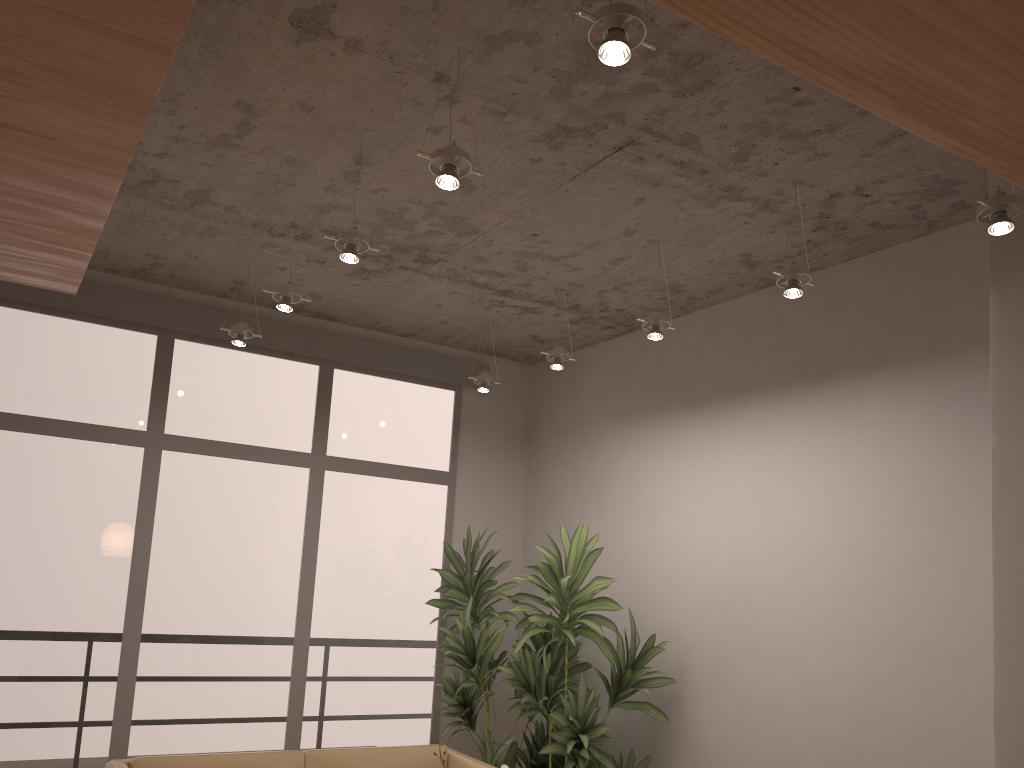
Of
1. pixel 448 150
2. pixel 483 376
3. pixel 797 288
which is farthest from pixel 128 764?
pixel 797 288

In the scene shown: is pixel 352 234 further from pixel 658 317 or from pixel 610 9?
pixel 610 9

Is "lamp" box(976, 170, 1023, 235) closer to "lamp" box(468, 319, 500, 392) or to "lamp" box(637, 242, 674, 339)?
"lamp" box(637, 242, 674, 339)

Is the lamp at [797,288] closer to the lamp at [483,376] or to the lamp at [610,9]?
the lamp at [610,9]

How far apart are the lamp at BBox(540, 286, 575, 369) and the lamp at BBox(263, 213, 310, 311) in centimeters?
145cm

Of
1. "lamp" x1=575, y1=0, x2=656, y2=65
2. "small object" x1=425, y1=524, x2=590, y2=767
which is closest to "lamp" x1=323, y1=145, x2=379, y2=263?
"lamp" x1=575, y1=0, x2=656, y2=65

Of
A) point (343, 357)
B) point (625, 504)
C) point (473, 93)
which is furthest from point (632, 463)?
point (473, 93)

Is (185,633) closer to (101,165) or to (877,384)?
(101,165)

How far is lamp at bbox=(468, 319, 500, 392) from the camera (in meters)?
5.55

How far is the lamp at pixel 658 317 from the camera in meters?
4.2
